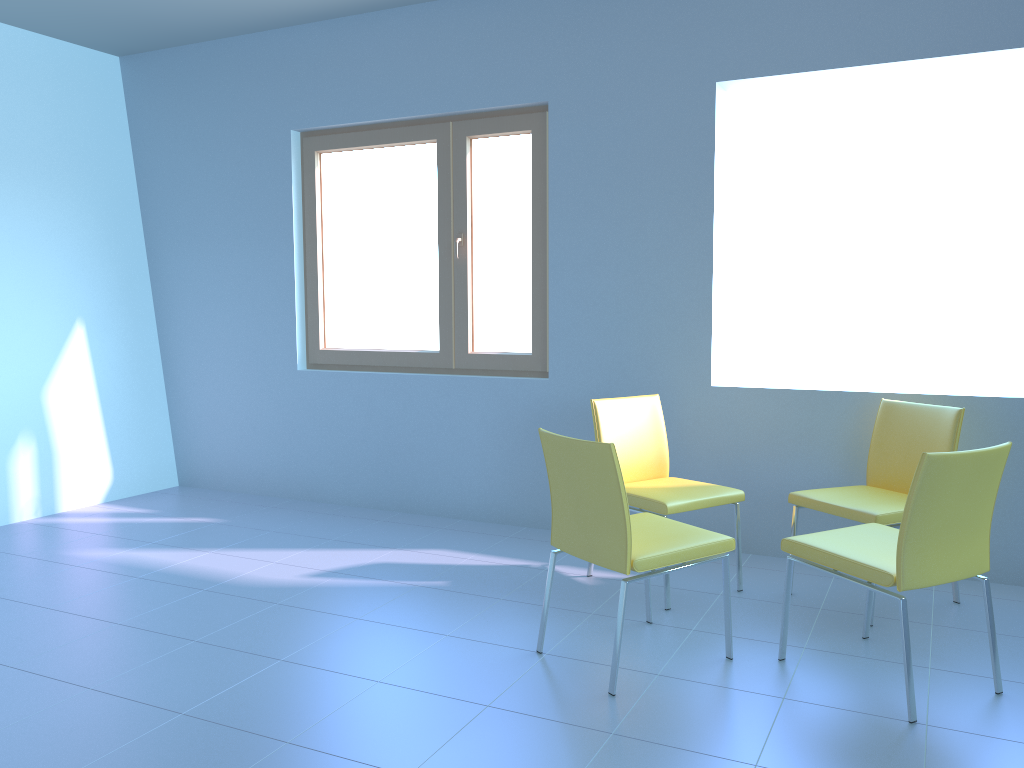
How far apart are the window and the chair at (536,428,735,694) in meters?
1.4

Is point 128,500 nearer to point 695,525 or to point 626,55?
point 695,525

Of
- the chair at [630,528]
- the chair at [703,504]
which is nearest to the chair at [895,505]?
the chair at [703,504]

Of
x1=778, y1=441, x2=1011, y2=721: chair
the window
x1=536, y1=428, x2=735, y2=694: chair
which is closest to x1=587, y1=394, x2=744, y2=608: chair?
x1=536, y1=428, x2=735, y2=694: chair

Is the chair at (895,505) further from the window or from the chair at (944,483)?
the window

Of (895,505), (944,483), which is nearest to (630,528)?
(944,483)

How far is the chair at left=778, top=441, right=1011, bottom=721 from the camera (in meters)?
2.25

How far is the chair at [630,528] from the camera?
2.4m

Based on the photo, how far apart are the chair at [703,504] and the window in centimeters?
74cm

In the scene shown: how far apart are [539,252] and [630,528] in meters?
2.0
